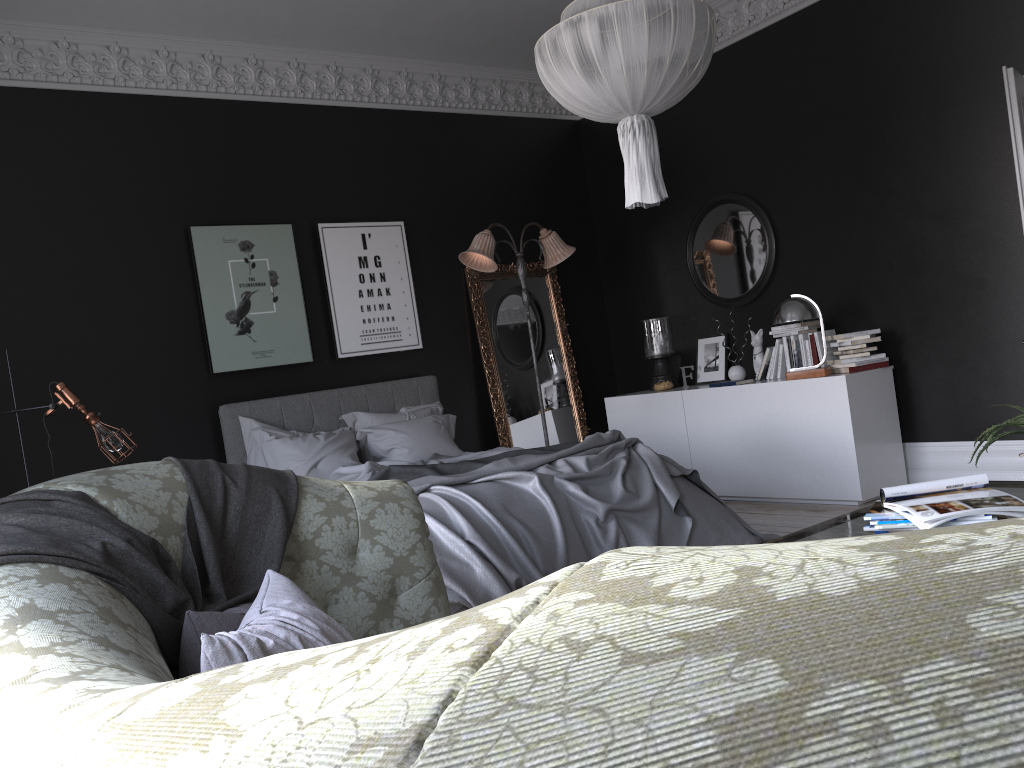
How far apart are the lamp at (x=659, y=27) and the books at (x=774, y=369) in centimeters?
309cm

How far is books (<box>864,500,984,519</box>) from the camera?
2.6 meters

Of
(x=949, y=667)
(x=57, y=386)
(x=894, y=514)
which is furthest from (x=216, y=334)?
(x=949, y=667)

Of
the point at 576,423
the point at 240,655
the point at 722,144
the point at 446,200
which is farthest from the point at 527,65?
the point at 240,655

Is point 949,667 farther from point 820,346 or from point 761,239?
point 761,239

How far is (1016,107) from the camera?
4.5 meters

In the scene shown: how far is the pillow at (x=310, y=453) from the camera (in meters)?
5.99

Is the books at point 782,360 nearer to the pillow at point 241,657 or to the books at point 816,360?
the books at point 816,360

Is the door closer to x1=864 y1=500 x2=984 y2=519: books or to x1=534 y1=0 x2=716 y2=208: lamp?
x1=534 y1=0 x2=716 y2=208: lamp

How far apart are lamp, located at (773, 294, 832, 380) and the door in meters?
1.8
